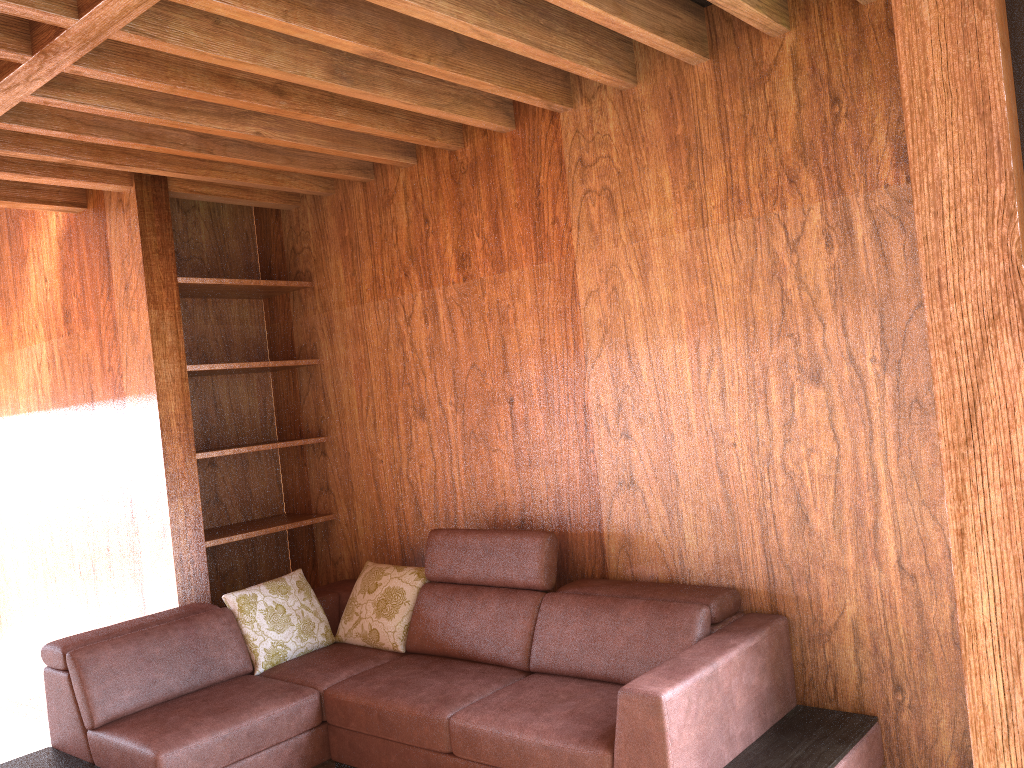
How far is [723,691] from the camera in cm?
247

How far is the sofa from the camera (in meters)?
2.47

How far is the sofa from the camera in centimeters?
247cm
